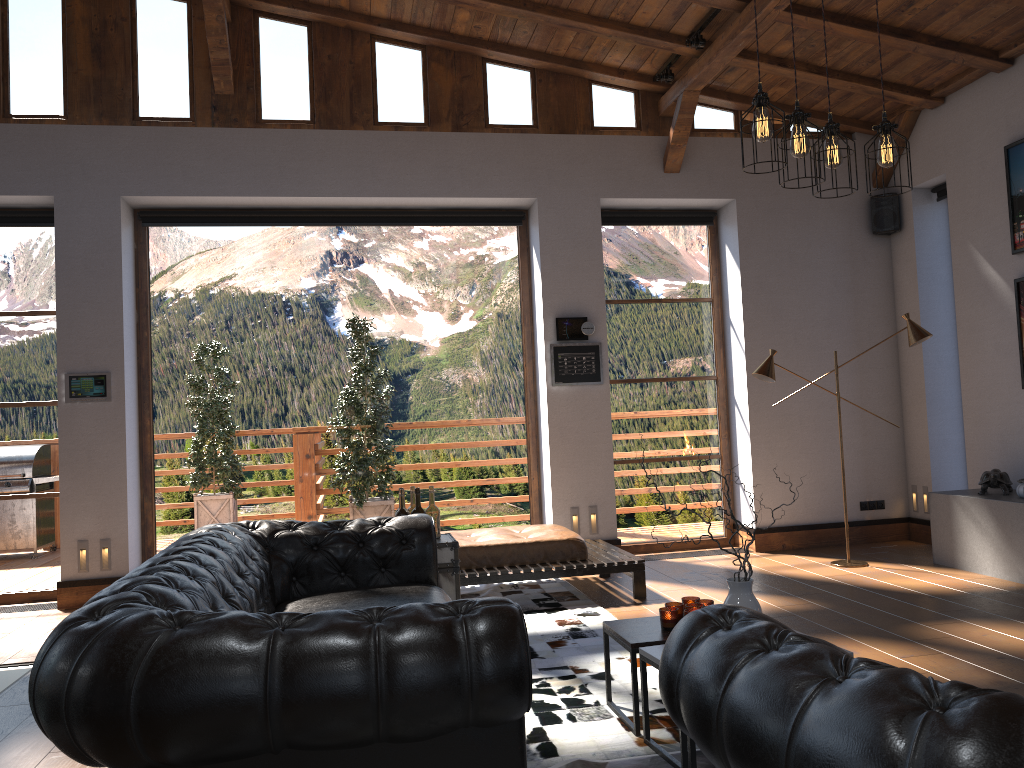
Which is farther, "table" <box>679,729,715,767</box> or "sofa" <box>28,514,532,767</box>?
"table" <box>679,729,715,767</box>

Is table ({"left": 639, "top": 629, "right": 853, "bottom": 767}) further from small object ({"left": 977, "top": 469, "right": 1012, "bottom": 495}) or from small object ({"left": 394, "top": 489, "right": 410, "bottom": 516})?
small object ({"left": 977, "top": 469, "right": 1012, "bottom": 495})

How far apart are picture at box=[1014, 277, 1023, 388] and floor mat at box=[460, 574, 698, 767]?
3.71m

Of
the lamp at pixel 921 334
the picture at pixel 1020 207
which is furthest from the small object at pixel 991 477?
the picture at pixel 1020 207

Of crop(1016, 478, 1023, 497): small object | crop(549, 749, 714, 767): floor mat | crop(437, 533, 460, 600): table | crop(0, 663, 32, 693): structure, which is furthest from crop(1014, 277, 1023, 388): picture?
crop(0, 663, 32, 693): structure

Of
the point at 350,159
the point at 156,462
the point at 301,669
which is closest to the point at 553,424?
the point at 350,159

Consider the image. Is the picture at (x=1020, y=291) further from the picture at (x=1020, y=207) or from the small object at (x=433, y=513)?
the small object at (x=433, y=513)

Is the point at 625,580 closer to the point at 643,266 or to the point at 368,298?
the point at 643,266

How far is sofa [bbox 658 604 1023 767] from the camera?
1.2 meters

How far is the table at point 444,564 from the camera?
4.7m
